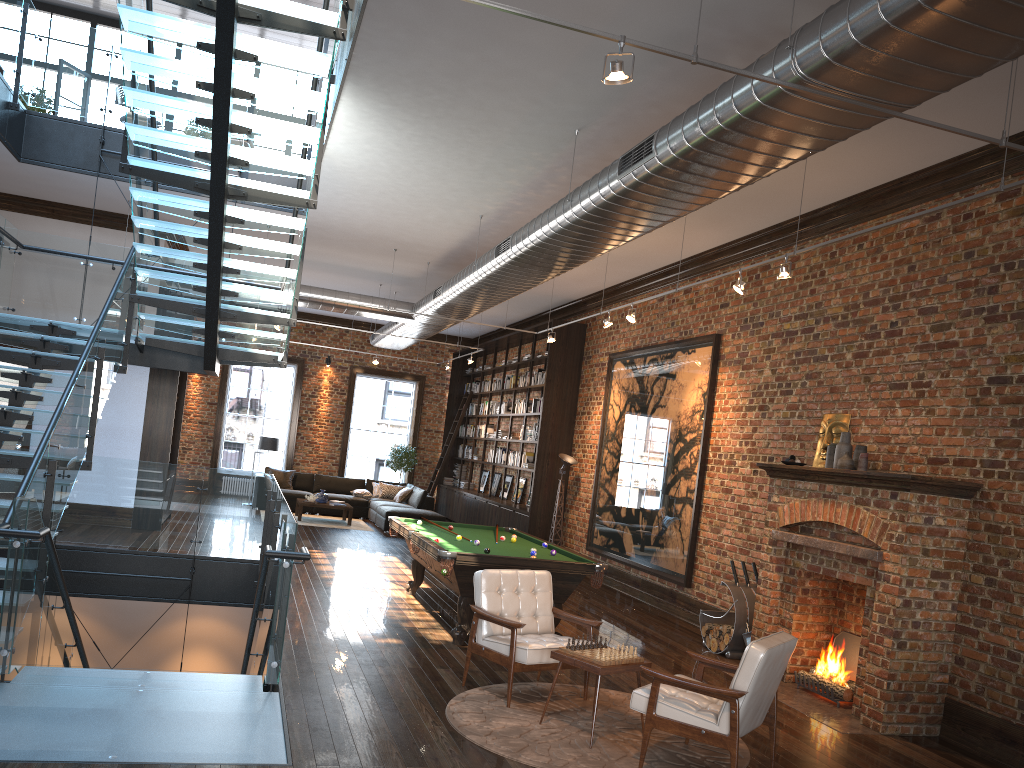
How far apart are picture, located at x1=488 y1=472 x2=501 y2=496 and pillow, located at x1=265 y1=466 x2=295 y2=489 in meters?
4.3 m

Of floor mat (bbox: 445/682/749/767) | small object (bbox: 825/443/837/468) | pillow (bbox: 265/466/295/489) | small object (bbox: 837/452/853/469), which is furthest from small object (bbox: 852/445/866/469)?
pillow (bbox: 265/466/295/489)

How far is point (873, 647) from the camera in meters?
6.6

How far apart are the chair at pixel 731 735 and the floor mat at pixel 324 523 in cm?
1187

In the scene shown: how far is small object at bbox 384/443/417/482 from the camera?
20.72m

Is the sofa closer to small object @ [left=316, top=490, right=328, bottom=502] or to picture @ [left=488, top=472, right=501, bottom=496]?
small object @ [left=316, top=490, right=328, bottom=502]

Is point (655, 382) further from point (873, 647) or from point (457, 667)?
point (457, 667)

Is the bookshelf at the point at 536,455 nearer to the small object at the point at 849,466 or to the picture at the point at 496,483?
the picture at the point at 496,483

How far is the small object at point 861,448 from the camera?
7.5m

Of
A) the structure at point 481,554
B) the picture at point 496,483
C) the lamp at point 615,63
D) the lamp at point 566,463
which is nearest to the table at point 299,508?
the picture at point 496,483
